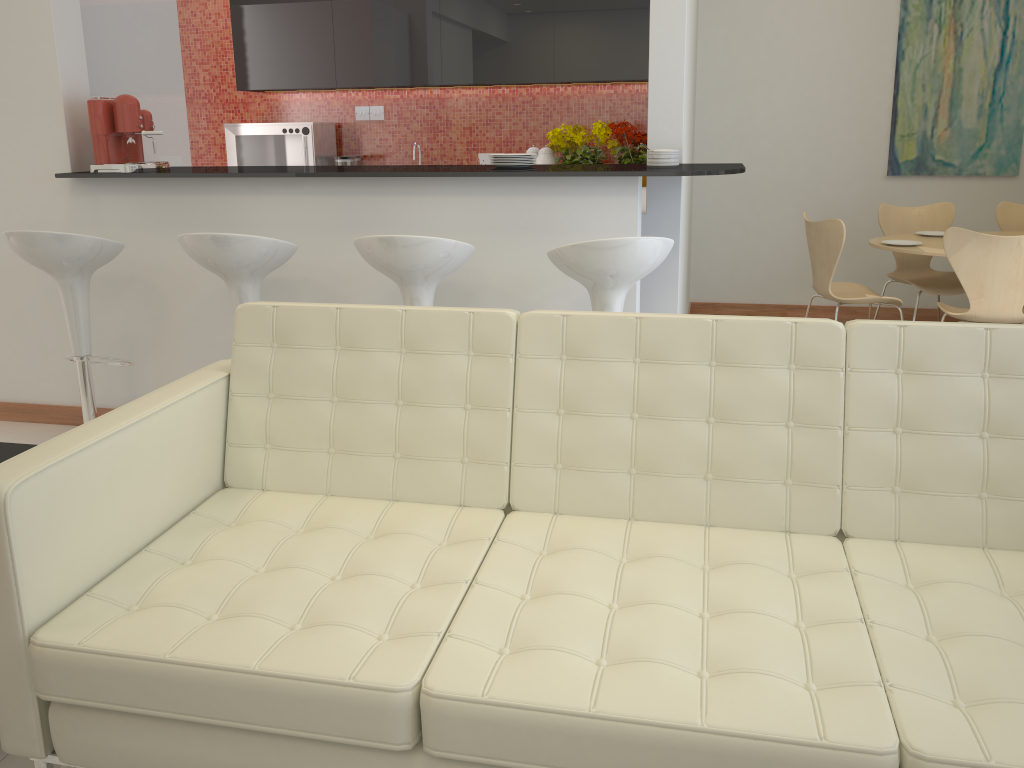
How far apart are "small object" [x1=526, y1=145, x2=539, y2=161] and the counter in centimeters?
260cm

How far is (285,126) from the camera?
6.4m

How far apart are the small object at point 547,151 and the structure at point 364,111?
1.51m

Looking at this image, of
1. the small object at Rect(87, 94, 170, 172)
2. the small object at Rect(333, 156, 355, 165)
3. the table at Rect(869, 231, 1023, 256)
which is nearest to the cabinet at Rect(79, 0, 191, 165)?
the small object at Rect(87, 94, 170, 172)

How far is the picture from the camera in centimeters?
572cm

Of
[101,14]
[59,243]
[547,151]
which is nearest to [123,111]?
[59,243]

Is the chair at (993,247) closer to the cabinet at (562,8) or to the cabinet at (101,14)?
the cabinet at (562,8)

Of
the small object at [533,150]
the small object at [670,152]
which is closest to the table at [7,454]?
the small object at [670,152]

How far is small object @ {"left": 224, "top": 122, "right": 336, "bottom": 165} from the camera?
6.44m

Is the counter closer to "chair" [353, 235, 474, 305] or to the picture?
"chair" [353, 235, 474, 305]
